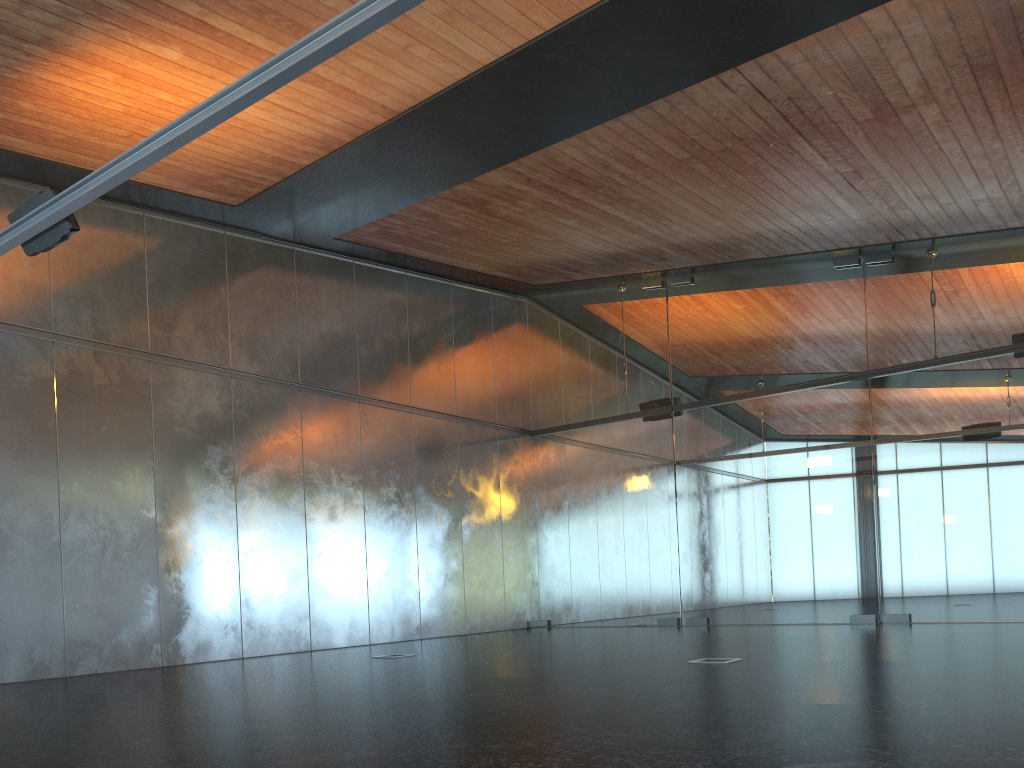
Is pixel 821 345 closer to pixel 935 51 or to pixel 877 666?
pixel 935 51

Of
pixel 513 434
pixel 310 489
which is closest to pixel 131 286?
pixel 310 489
